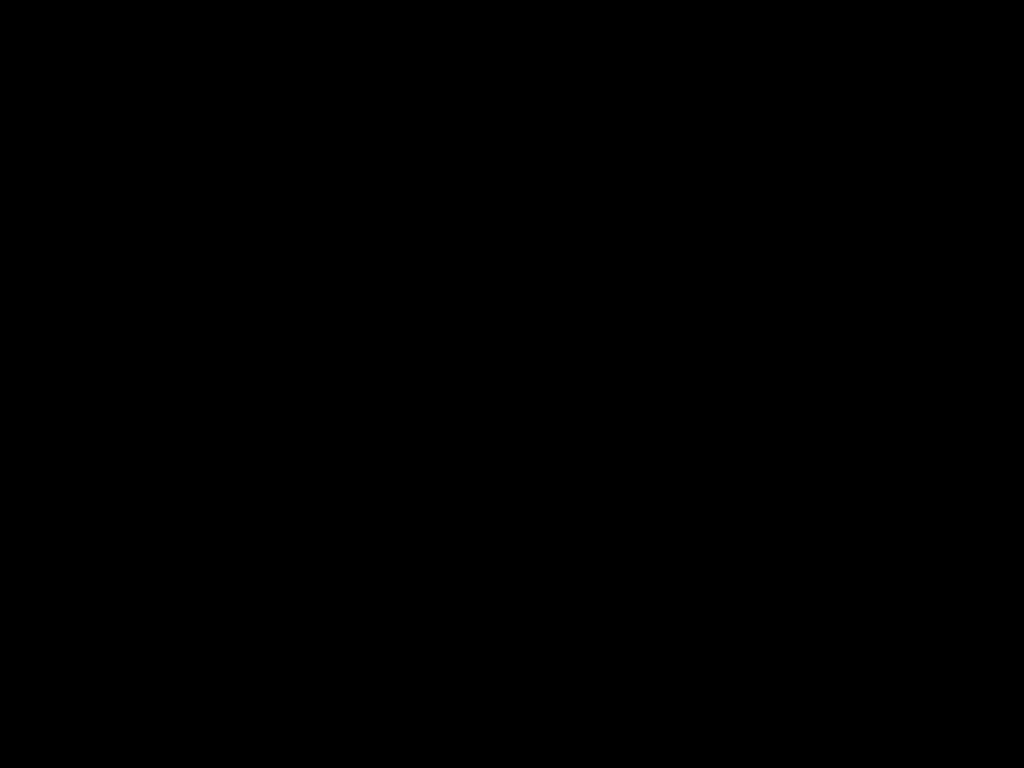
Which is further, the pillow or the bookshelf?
the pillow

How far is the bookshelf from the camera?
2.5 meters

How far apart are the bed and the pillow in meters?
0.0 m

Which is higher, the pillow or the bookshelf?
the pillow

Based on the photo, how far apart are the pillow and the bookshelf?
0.05m

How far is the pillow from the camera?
2.8m

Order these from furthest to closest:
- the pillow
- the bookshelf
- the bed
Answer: the pillow, the bookshelf, the bed

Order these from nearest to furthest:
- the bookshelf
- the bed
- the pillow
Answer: the bed → the bookshelf → the pillow

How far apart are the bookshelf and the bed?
0.02m
